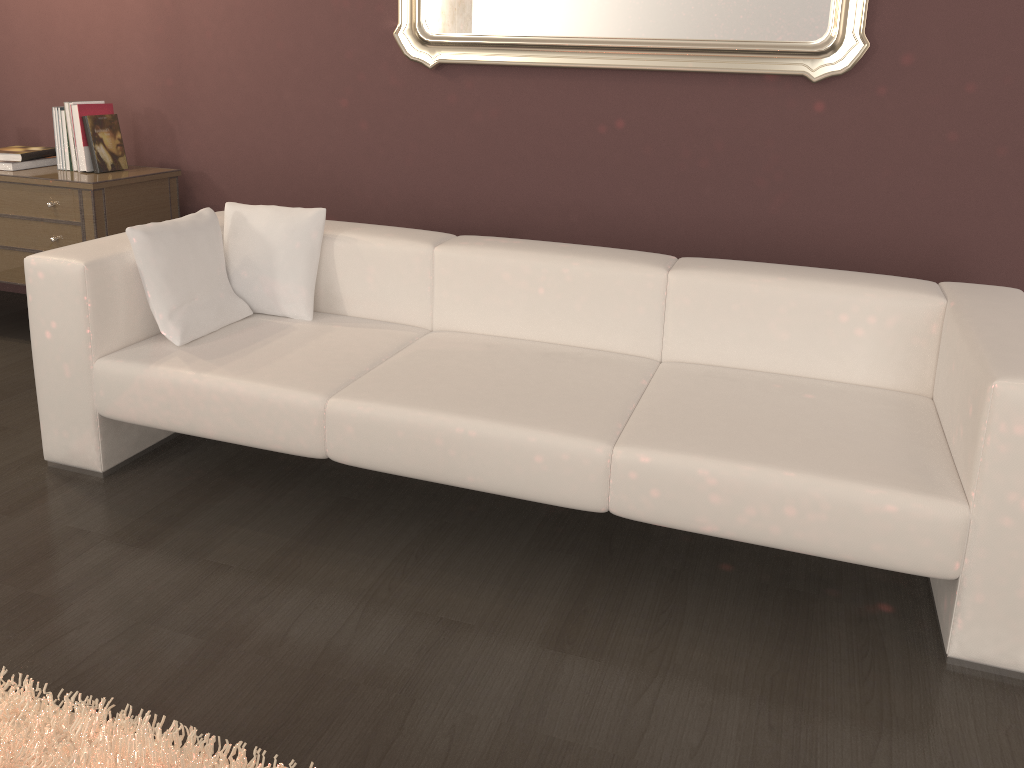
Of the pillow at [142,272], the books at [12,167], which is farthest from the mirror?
the books at [12,167]

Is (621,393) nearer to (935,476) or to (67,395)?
(935,476)

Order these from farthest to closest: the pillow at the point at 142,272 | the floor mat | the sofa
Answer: the pillow at the point at 142,272 < the sofa < the floor mat

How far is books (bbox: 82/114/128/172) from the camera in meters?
3.6

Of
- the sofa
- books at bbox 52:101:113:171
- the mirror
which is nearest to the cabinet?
books at bbox 52:101:113:171

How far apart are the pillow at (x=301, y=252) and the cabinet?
0.82m

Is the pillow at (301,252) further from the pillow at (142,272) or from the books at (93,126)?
the books at (93,126)

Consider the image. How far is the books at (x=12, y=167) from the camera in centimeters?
361cm

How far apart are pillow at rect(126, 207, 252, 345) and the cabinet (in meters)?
0.88

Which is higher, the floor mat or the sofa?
the sofa
